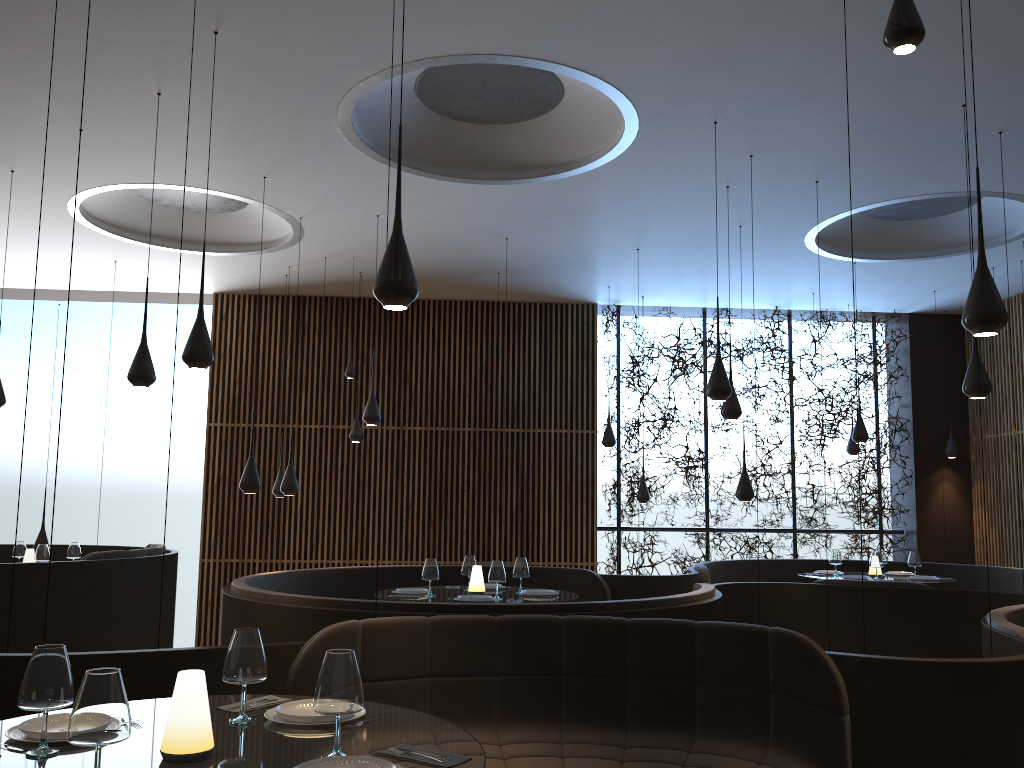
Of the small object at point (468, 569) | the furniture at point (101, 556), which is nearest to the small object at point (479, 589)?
the small object at point (468, 569)

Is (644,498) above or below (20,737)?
above

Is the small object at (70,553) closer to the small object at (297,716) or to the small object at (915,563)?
the small object at (297,716)

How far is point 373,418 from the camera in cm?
904

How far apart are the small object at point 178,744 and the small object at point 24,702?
0.3m

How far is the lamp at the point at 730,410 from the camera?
8.1m

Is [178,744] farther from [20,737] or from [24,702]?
[20,737]

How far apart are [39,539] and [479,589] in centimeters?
584cm

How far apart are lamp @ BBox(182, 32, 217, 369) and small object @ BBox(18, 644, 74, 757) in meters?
3.1

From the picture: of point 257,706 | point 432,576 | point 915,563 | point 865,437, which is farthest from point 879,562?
point 257,706
